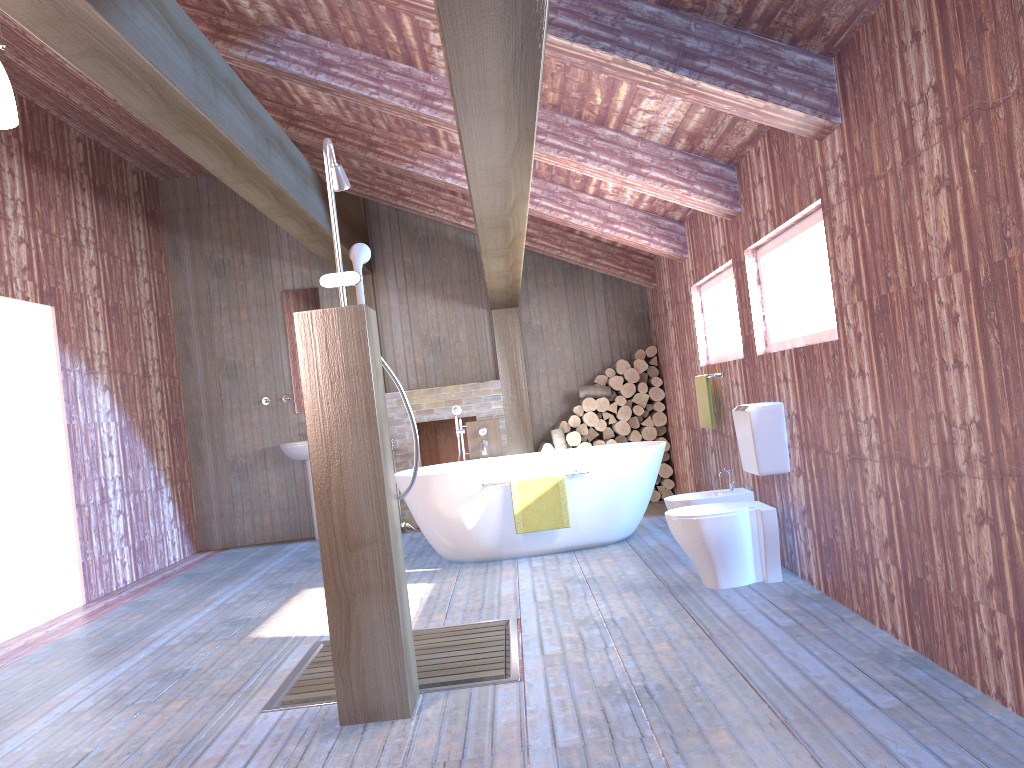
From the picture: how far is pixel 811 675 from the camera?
3.1m

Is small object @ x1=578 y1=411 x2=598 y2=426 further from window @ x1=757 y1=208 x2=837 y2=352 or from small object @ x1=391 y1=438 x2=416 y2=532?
window @ x1=757 y1=208 x2=837 y2=352

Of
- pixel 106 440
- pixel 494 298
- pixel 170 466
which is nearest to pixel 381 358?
pixel 494 298

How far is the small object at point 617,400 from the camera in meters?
8.1 m

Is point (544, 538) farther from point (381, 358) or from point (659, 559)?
point (381, 358)

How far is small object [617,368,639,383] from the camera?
8.1m

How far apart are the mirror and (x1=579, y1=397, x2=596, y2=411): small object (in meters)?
2.73

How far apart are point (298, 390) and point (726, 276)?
4.6m

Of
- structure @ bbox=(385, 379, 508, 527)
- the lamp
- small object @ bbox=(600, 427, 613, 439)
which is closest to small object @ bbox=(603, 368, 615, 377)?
small object @ bbox=(600, 427, 613, 439)

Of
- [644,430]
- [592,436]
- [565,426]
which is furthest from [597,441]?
[644,430]
